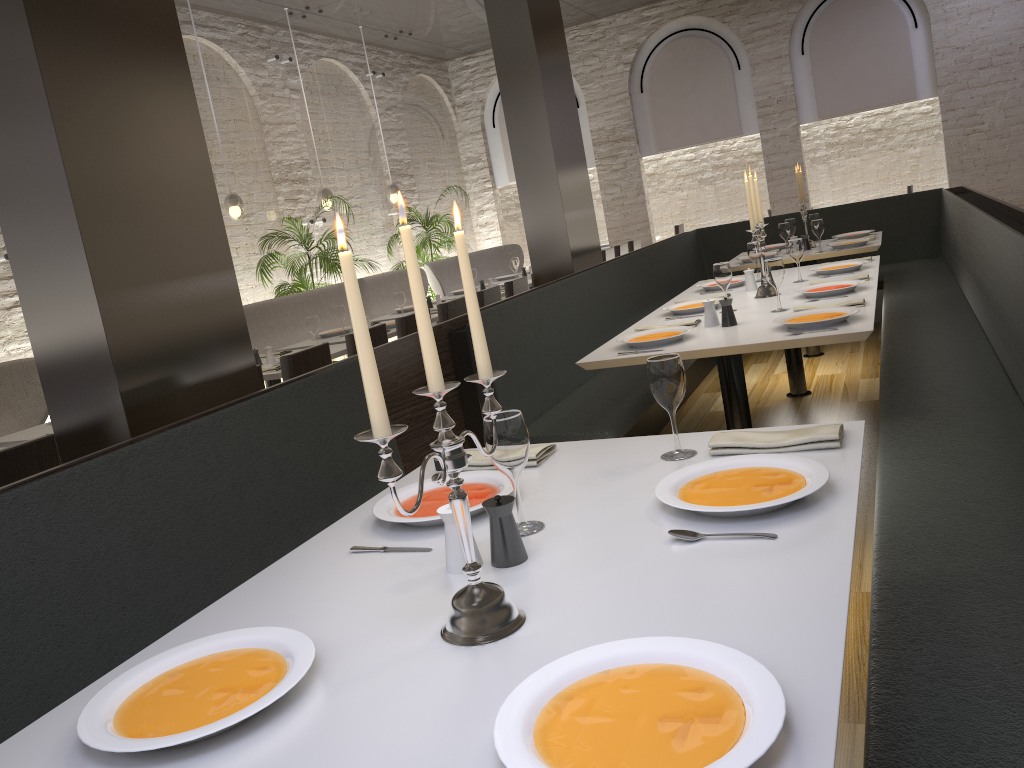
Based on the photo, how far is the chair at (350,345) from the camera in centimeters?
498cm

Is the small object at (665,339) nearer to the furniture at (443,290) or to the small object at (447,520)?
the small object at (447,520)

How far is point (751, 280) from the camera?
4.7m

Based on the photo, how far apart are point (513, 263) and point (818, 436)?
7.1 meters

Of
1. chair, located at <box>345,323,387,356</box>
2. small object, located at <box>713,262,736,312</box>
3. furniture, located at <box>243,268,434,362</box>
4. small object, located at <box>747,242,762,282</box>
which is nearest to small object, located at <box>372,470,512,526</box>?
small object, located at <box>713,262,736,312</box>

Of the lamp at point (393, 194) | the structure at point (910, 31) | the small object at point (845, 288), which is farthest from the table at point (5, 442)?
the structure at point (910, 31)

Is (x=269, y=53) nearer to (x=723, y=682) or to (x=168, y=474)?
(x=168, y=474)

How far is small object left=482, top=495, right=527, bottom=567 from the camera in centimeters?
154cm

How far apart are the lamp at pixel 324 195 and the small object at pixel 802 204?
4.7m

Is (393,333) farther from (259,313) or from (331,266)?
(331,266)
